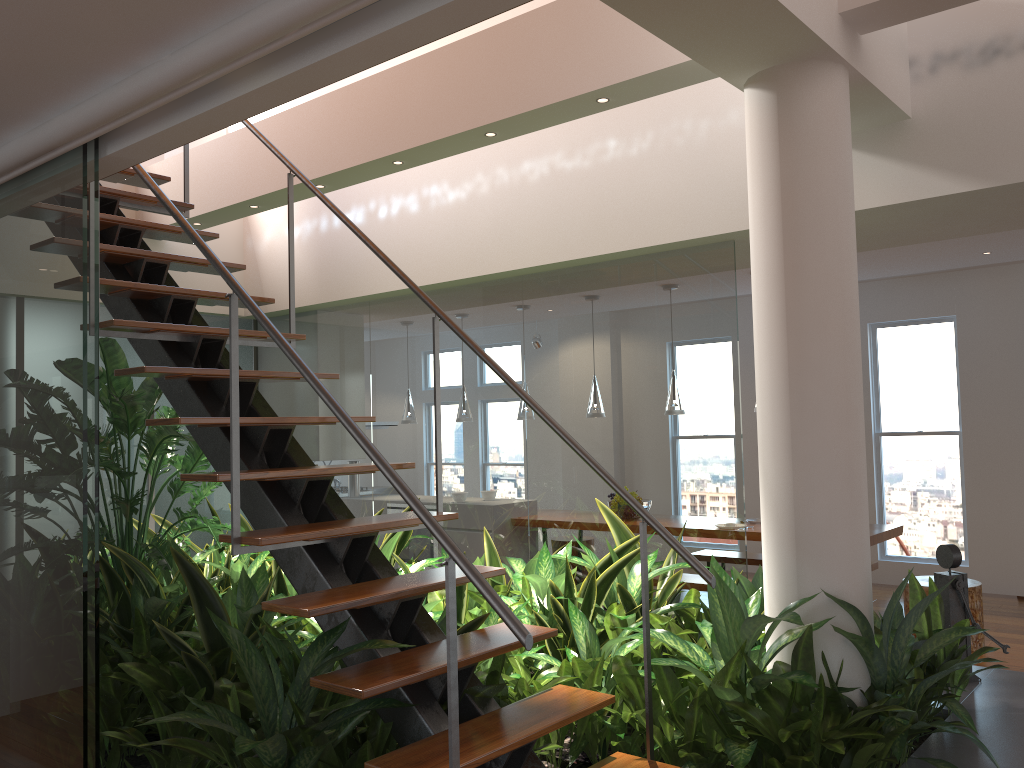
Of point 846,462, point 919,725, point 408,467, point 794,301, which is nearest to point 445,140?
point 408,467

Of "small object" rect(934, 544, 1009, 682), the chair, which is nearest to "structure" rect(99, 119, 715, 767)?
"small object" rect(934, 544, 1009, 682)

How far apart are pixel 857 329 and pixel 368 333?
3.3 meters

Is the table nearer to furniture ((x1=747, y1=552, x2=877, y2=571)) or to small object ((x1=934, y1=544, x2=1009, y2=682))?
furniture ((x1=747, y1=552, x2=877, y2=571))

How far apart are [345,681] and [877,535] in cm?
468

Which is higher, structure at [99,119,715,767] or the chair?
structure at [99,119,715,767]

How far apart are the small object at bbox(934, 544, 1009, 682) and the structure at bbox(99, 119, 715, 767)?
1.8m

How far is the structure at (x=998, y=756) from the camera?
2.84m

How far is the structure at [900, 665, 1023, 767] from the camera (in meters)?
2.84

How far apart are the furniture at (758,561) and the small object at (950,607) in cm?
310
